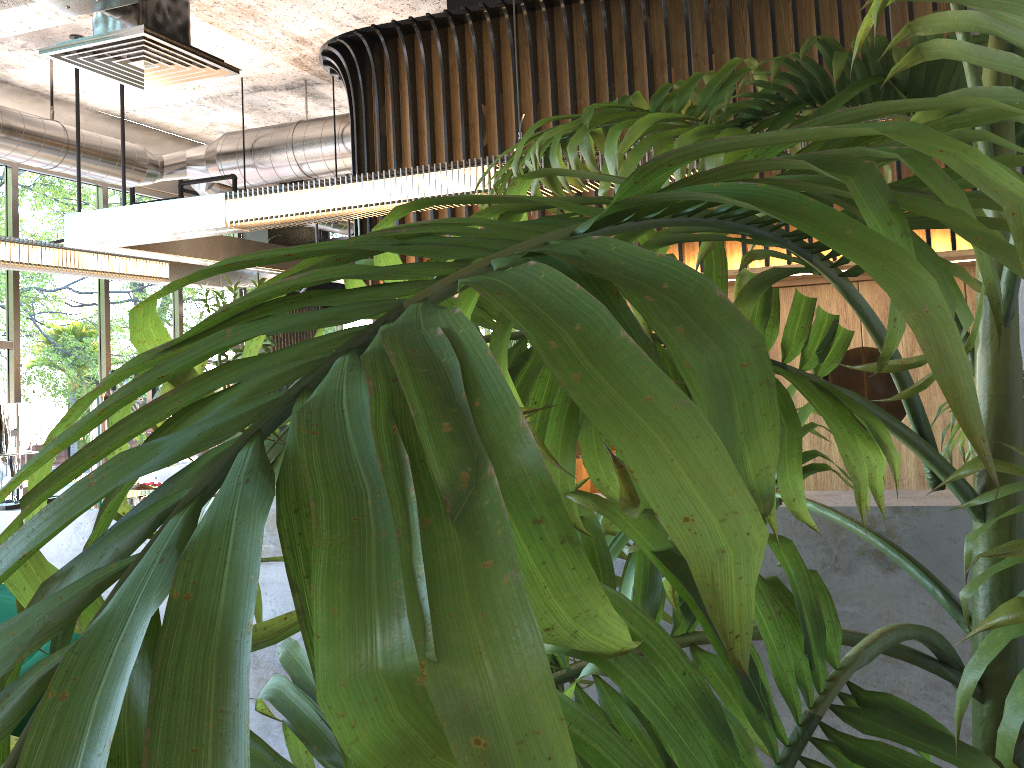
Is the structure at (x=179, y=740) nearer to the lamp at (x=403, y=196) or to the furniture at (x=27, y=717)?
the furniture at (x=27, y=717)

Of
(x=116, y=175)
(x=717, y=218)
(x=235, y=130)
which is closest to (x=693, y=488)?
(x=717, y=218)

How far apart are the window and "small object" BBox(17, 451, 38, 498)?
4.90m

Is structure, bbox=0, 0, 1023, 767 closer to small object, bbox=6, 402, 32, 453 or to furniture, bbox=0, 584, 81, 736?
furniture, bbox=0, 584, 81, 736

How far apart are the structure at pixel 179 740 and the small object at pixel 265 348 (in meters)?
3.59

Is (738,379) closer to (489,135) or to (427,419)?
(427,419)

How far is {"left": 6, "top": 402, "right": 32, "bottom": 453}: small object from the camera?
3.7m

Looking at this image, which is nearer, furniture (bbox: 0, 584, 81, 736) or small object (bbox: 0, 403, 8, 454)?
furniture (bbox: 0, 584, 81, 736)

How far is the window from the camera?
7.7m

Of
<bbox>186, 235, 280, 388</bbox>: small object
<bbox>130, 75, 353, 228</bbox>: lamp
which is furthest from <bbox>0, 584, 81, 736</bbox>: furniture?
<bbox>130, 75, 353, 228</bbox>: lamp
